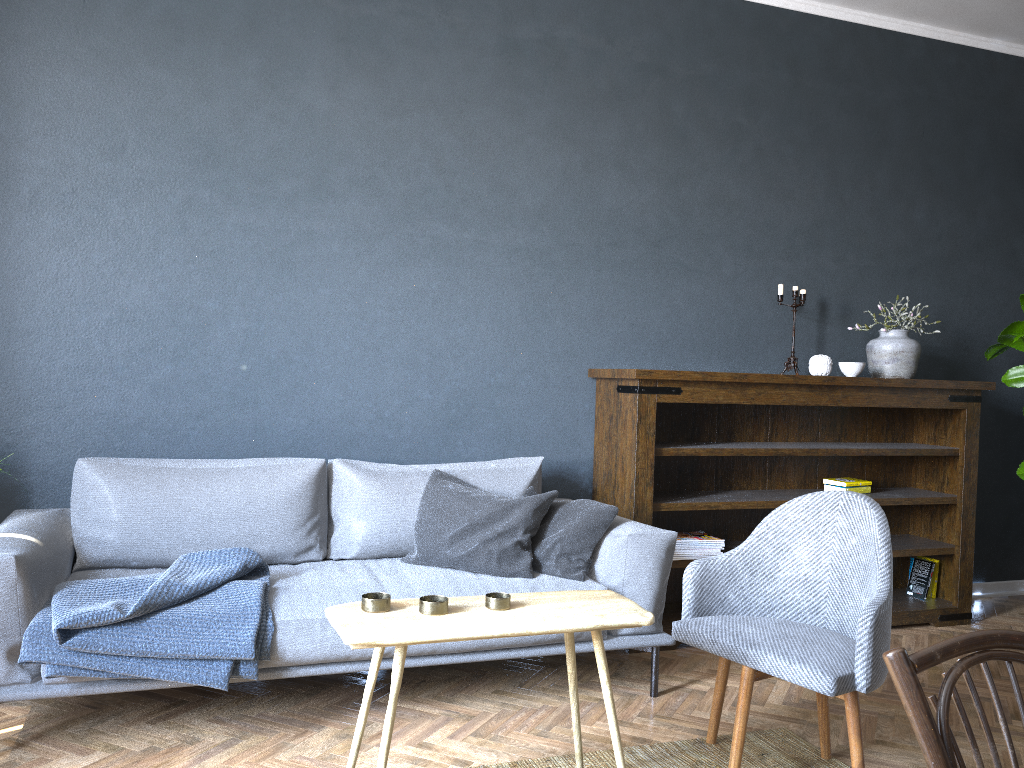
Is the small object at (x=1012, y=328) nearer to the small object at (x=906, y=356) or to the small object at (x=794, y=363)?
the small object at (x=906, y=356)

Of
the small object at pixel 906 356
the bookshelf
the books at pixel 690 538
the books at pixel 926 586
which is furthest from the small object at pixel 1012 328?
the books at pixel 690 538

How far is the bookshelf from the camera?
3.71m

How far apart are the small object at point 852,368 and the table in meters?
2.2

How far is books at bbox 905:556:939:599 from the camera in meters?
4.3 m

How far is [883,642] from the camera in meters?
2.3

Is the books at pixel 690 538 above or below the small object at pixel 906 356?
below

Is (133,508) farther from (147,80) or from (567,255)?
A: (567,255)

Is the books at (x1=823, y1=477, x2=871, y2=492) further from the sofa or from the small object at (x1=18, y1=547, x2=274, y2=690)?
the small object at (x1=18, y1=547, x2=274, y2=690)

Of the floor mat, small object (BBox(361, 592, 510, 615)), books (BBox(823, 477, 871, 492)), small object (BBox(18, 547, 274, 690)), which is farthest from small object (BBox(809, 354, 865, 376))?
small object (BBox(18, 547, 274, 690))
